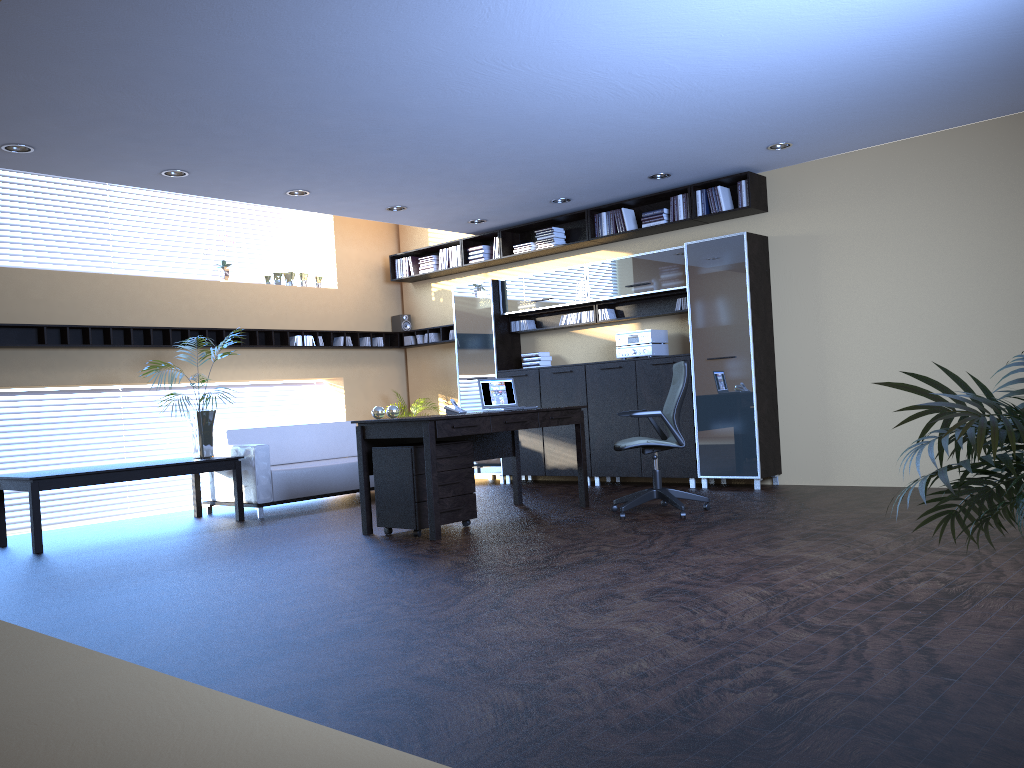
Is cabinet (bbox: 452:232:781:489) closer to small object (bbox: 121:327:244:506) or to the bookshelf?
the bookshelf

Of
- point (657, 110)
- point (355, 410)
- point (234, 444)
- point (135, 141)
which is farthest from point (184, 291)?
point (657, 110)

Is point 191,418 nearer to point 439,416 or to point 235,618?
point 439,416

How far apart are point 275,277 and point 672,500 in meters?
6.1

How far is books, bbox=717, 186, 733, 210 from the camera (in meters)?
8.58

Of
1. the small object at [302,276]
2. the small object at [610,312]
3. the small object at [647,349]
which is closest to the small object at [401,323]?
the small object at [302,276]

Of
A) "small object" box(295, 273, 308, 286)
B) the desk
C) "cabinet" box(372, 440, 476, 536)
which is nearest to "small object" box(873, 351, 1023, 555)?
the desk

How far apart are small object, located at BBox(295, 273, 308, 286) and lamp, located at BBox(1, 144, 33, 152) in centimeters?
459cm

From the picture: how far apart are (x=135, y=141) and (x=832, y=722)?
6.1m

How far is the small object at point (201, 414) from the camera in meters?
8.4
